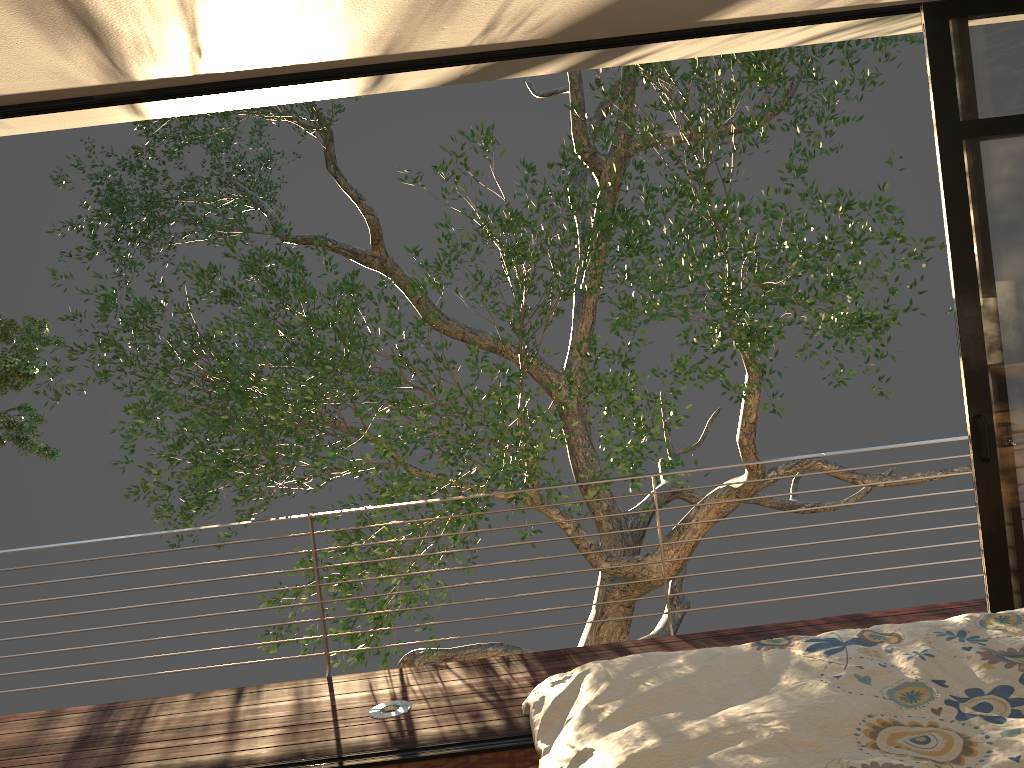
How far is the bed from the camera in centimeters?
163cm

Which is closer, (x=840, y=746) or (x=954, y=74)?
(x=840, y=746)

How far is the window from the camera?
3.1 meters

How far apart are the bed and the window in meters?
1.0

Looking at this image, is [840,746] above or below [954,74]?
below

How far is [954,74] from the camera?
3.1m

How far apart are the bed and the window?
0.98m

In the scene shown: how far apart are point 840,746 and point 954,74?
2.4m

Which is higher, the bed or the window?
the window
